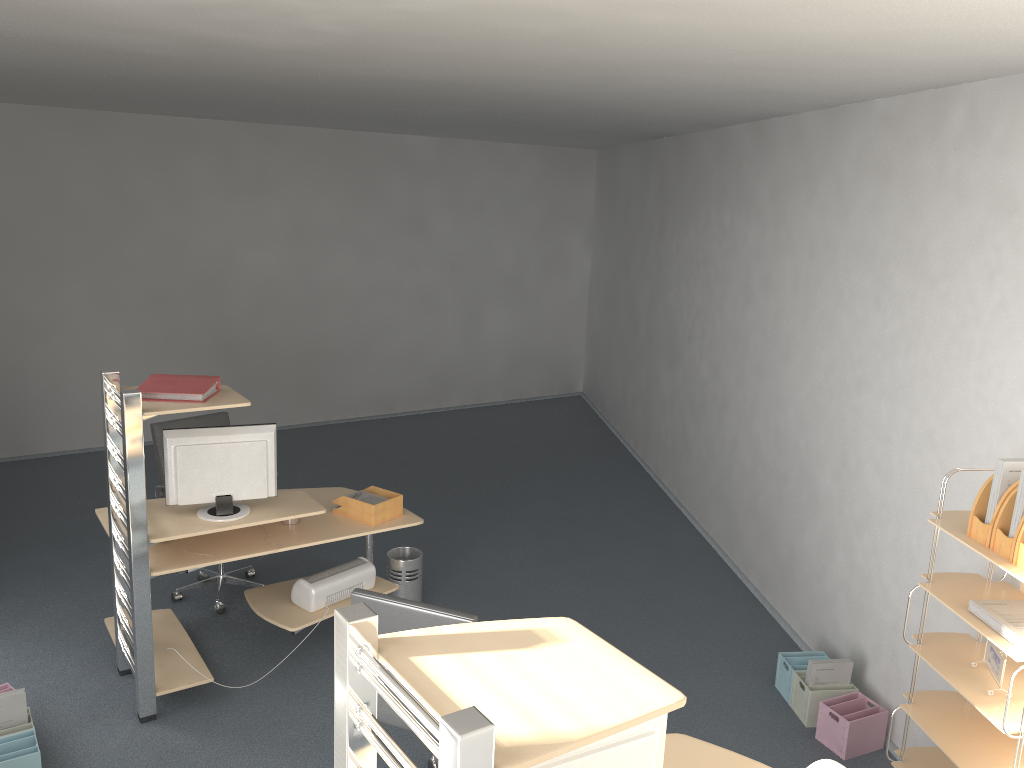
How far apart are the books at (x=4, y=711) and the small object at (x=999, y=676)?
3.8m

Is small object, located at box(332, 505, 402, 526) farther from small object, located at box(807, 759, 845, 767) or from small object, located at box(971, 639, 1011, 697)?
small object, located at box(971, 639, 1011, 697)

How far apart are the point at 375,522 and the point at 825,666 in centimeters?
235cm

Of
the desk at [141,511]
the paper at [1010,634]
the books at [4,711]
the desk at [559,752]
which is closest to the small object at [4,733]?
the books at [4,711]

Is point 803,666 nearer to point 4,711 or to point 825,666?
point 825,666

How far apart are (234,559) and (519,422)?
5.71m

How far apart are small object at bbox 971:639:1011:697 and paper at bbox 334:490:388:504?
2.9 meters

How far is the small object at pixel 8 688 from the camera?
4.0 meters

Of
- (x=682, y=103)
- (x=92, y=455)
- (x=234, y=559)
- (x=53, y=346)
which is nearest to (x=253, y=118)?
(x=53, y=346)

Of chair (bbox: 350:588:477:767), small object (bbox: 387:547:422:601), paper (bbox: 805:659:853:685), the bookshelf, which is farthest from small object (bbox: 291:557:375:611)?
the bookshelf
